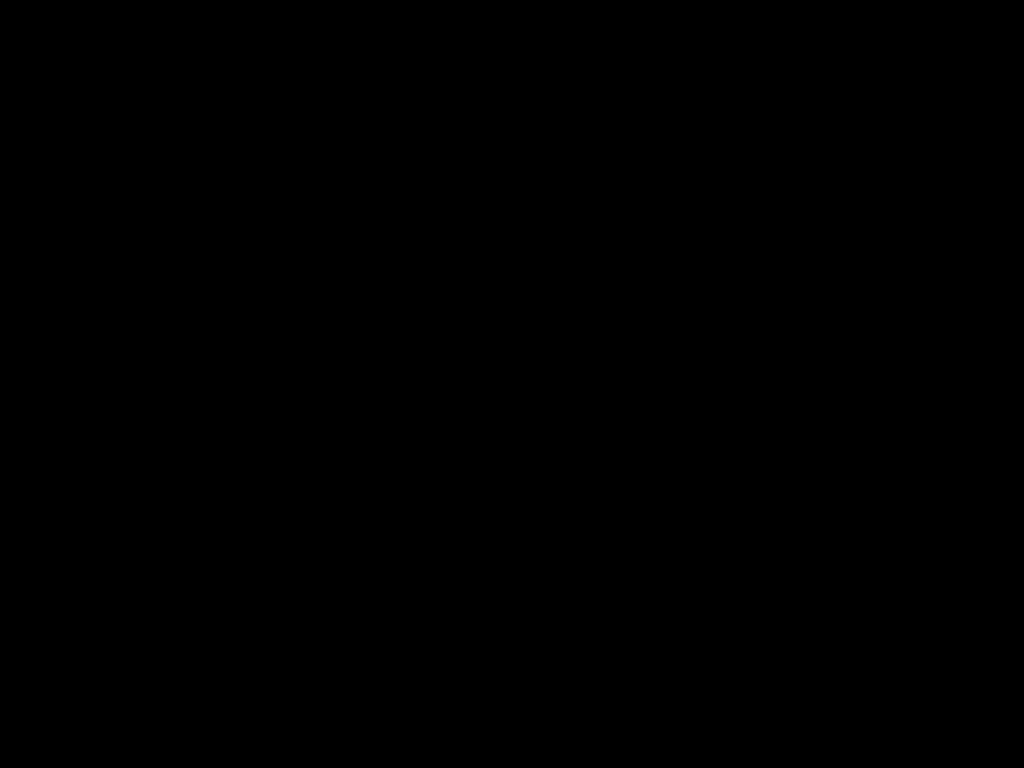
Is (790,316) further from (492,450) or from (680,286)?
(492,450)

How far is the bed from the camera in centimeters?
50cm

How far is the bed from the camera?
0.5m

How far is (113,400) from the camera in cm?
178

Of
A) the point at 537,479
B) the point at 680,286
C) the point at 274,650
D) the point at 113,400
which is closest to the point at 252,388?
the point at 113,400

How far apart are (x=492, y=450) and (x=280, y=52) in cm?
117
